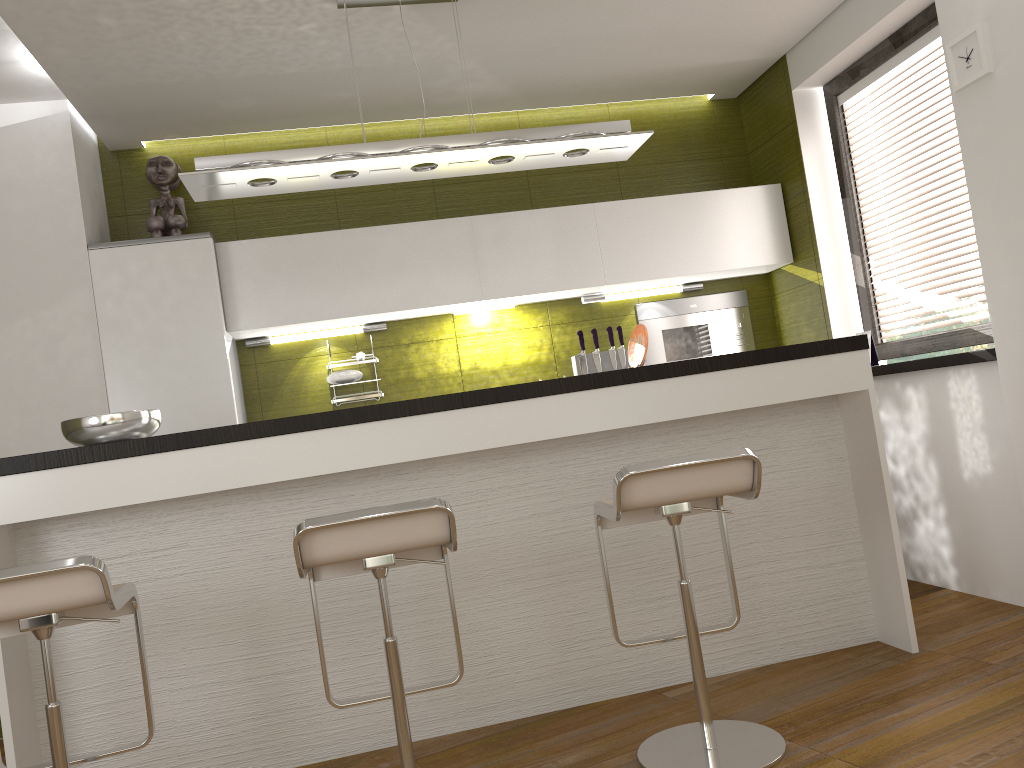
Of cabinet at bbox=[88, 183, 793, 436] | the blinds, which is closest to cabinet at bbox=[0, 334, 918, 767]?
the blinds

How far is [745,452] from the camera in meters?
2.3

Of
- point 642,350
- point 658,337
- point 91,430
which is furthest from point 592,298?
point 91,430

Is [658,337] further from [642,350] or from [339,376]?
[339,376]

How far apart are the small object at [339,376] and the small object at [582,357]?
1.2 meters

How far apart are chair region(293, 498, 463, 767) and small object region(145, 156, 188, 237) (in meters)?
2.31

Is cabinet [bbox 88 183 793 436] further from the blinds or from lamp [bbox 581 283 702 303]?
the blinds

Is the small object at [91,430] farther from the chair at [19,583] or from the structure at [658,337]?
the structure at [658,337]

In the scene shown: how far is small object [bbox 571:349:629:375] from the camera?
4.7m

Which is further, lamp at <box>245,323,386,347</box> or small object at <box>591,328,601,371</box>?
small object at <box>591,328,601,371</box>
